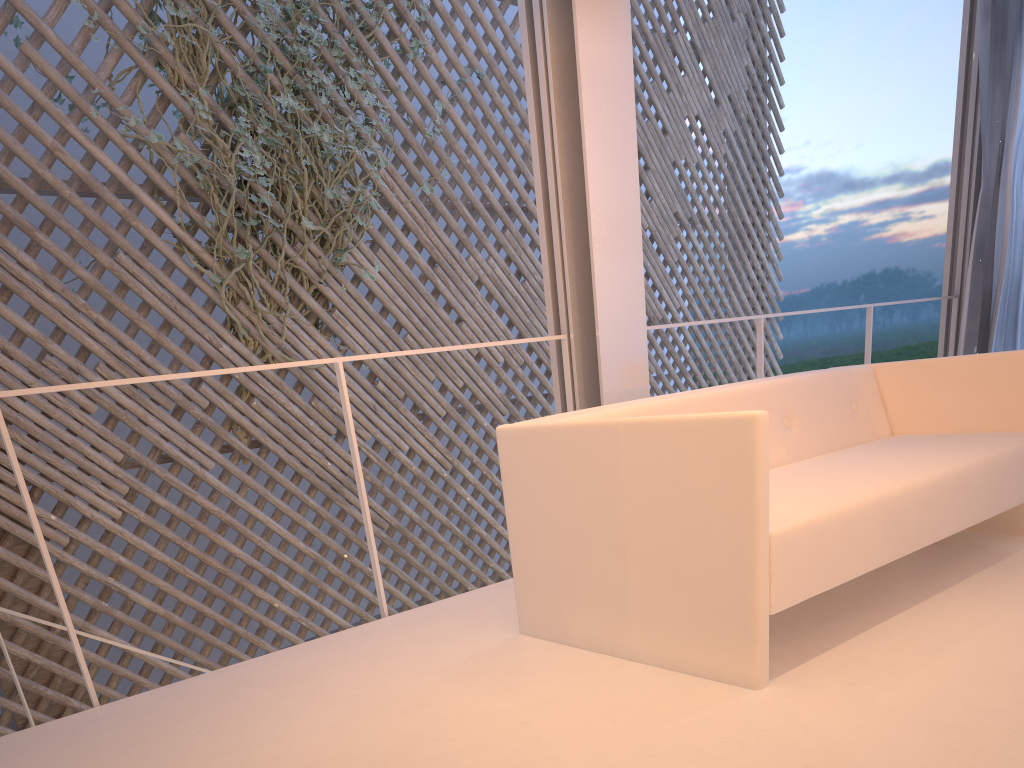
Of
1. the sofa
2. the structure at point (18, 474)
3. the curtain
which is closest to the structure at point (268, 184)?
the structure at point (18, 474)

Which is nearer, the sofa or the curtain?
the sofa

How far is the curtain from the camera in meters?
2.9

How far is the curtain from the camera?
2.9 meters

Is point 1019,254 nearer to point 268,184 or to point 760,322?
point 760,322

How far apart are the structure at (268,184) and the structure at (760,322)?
1.5 meters

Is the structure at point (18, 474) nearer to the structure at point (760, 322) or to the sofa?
the sofa

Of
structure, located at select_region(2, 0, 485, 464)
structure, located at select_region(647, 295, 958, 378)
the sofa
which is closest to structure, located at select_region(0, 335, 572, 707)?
the sofa

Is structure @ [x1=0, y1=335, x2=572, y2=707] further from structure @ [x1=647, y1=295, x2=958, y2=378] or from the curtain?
the curtain

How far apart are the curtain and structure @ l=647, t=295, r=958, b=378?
0.1 meters
